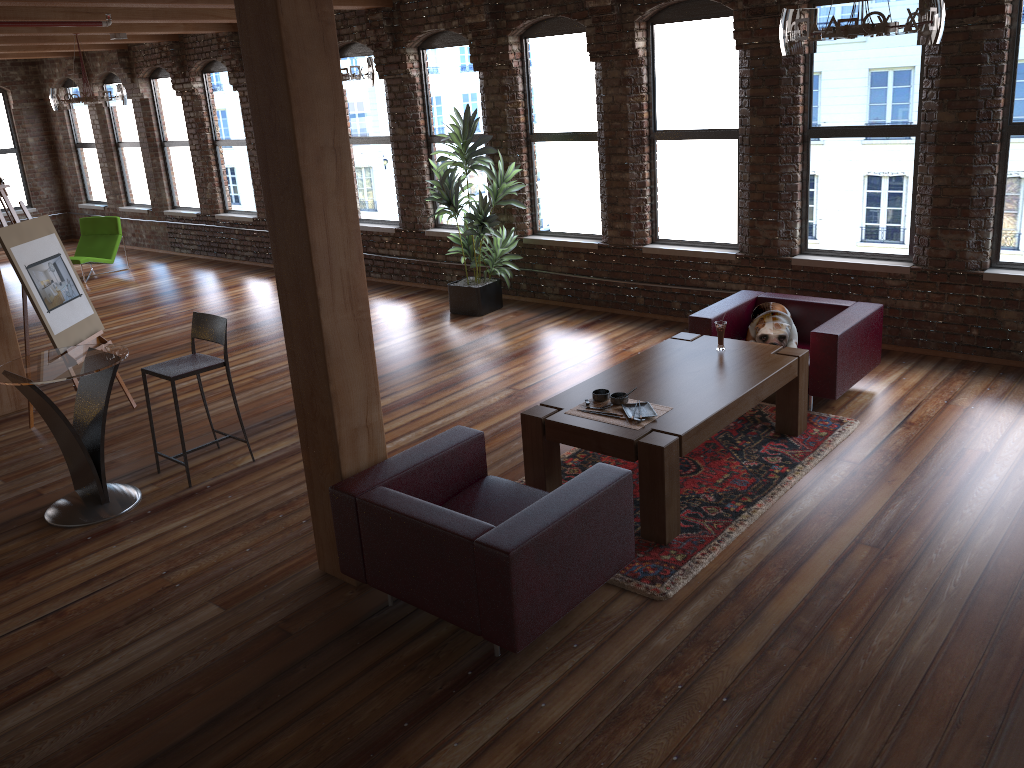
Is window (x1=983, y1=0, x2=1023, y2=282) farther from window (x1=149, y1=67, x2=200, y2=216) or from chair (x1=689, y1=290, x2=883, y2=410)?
window (x1=149, y1=67, x2=200, y2=216)

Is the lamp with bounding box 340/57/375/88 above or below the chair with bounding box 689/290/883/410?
above

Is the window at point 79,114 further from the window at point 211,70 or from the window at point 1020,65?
the window at point 1020,65

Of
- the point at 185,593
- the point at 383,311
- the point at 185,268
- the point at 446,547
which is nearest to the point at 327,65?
the point at 446,547

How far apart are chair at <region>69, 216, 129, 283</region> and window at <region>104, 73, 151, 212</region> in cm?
145

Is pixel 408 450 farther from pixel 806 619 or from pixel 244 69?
pixel 806 619

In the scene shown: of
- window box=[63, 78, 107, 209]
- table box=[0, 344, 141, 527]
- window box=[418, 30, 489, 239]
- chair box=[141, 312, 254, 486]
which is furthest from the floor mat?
window box=[63, 78, 107, 209]

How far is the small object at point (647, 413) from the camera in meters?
4.7

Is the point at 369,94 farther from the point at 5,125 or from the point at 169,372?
the point at 5,125

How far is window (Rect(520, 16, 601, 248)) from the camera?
8.5m
